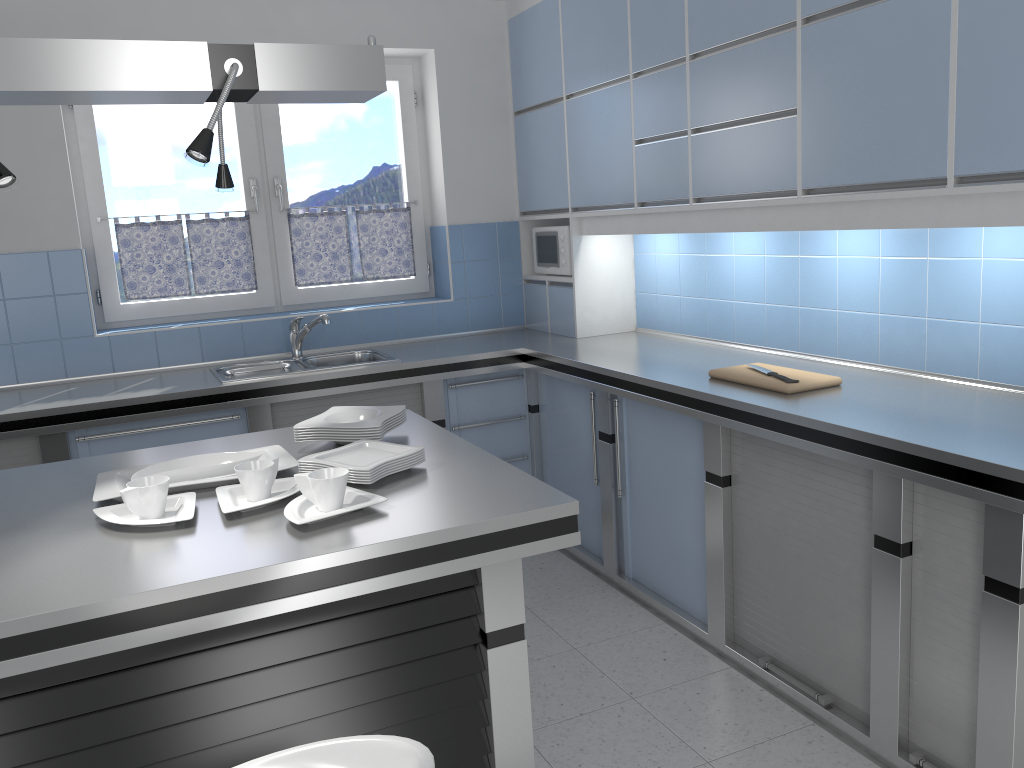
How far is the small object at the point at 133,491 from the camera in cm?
193

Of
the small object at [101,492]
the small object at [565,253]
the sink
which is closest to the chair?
the small object at [101,492]

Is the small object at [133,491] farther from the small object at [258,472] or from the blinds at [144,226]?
the blinds at [144,226]

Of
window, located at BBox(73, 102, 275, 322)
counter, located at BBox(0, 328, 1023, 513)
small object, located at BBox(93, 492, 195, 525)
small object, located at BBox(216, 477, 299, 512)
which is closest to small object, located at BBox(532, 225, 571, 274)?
counter, located at BBox(0, 328, 1023, 513)

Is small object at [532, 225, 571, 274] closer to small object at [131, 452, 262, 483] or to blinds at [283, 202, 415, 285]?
blinds at [283, 202, 415, 285]

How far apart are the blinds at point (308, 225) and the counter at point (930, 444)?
0.5 meters

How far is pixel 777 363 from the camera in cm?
342

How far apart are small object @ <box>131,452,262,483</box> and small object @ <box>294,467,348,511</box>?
0.4 meters

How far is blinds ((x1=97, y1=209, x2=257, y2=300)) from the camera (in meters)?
4.33

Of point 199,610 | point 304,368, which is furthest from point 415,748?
point 304,368
